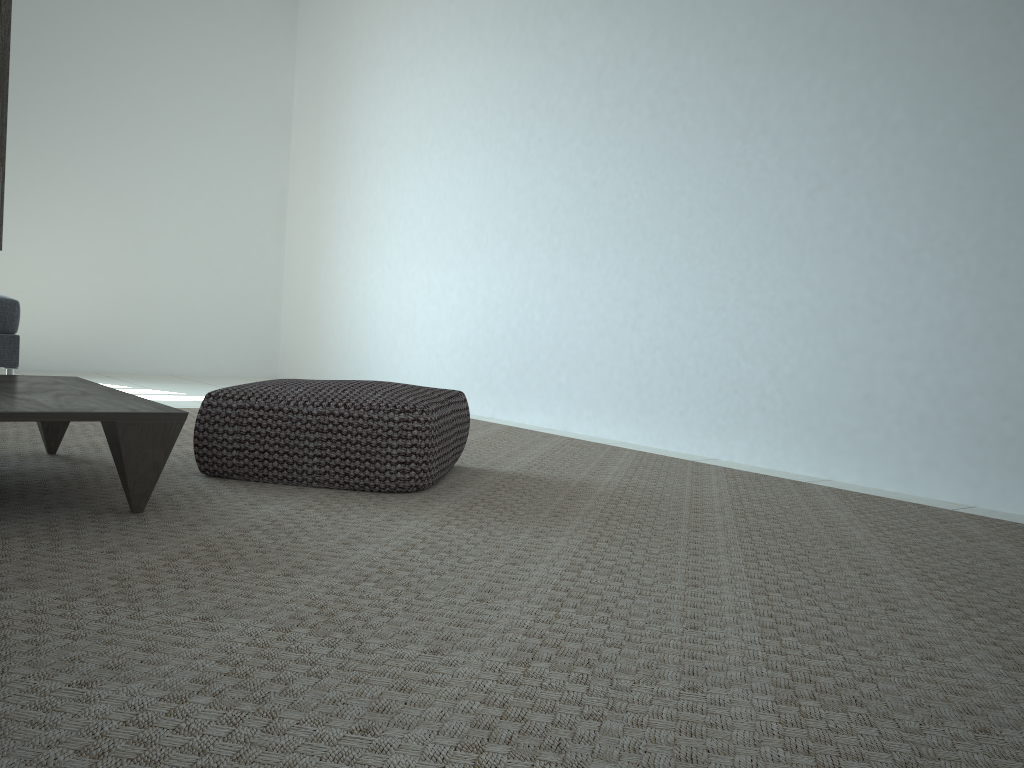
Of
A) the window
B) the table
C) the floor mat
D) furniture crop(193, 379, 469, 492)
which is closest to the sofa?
the floor mat

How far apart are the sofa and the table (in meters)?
1.50

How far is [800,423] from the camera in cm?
325

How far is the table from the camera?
1.72m

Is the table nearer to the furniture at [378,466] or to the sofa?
the furniture at [378,466]

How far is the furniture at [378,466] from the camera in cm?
225

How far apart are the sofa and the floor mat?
0.79m

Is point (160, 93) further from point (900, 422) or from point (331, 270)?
point (900, 422)

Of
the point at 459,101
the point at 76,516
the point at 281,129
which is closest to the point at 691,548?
the point at 76,516

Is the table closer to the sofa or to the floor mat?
the floor mat
